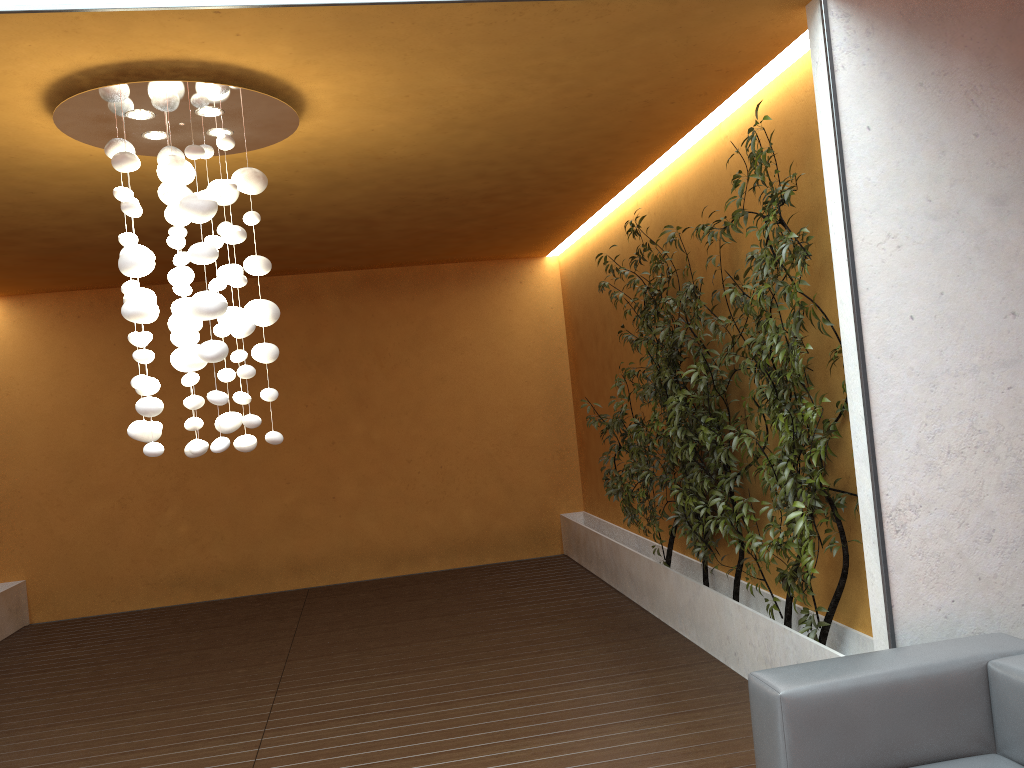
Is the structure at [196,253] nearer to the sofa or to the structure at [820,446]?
the structure at [820,446]

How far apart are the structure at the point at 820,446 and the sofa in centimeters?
60cm

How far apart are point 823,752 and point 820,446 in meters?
1.4

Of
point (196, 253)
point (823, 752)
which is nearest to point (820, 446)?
point (823, 752)

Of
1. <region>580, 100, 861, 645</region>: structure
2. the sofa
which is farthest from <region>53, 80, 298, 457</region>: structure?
the sofa

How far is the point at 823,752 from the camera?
2.60m

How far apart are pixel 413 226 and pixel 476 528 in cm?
329

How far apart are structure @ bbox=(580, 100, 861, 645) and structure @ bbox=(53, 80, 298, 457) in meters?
2.0

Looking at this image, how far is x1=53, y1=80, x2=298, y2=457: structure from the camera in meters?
3.5

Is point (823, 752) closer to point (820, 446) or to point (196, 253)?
point (820, 446)
